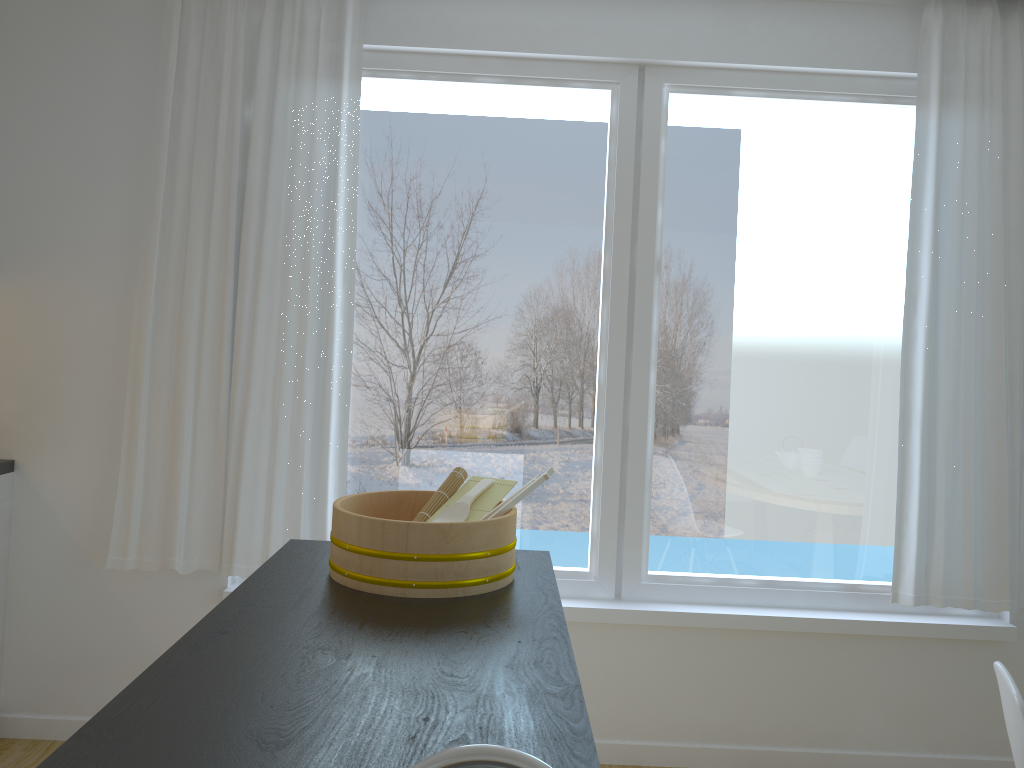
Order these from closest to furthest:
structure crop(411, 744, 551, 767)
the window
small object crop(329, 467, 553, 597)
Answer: structure crop(411, 744, 551, 767) → small object crop(329, 467, 553, 597) → the window

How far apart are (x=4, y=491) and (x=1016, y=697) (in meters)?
3.02

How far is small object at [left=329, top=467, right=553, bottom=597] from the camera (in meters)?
1.65

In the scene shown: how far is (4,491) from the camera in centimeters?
303cm

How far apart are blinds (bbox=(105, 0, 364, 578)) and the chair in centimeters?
206cm

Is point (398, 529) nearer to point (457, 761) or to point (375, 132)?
point (457, 761)

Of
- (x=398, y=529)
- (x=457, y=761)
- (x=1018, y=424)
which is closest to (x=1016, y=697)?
(x=398, y=529)

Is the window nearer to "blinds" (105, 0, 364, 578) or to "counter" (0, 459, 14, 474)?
"blinds" (105, 0, 364, 578)

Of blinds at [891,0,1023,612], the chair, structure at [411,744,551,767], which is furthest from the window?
structure at [411,744,551,767]

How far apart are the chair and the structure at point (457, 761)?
1.2 meters
